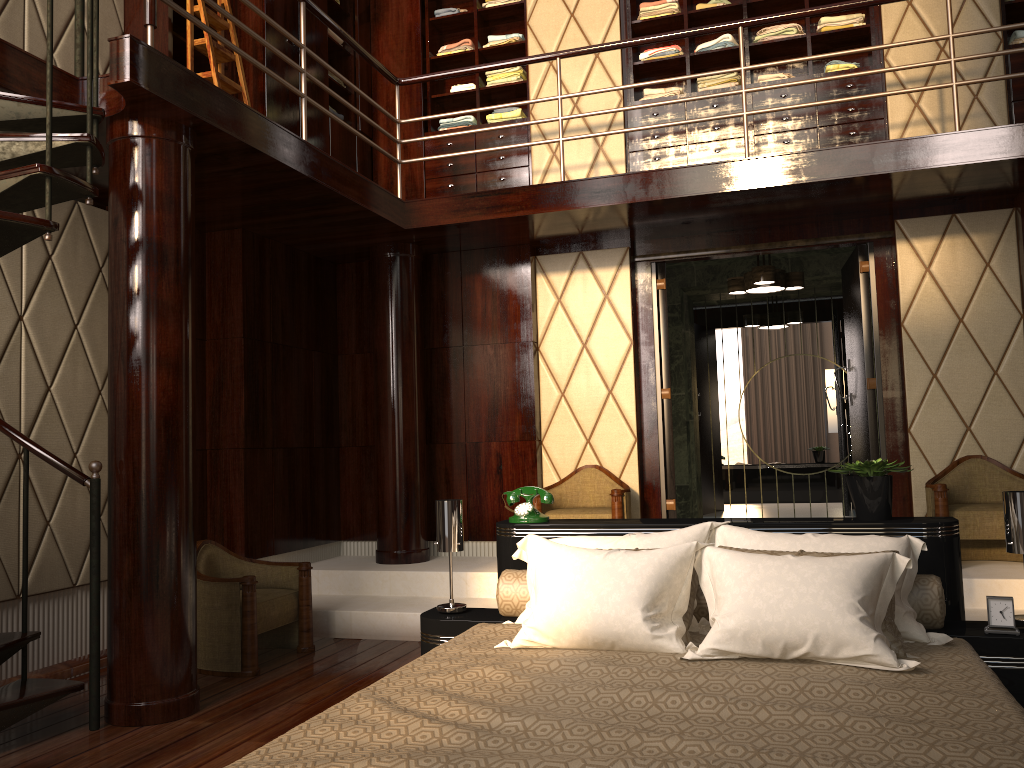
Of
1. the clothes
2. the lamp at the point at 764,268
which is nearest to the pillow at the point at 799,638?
the lamp at the point at 764,268

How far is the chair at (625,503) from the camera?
4.9 meters

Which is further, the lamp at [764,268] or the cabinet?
the lamp at [764,268]

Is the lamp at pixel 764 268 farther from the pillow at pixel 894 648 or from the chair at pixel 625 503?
the pillow at pixel 894 648

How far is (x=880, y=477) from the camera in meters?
2.9 m

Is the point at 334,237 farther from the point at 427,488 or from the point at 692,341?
the point at 692,341

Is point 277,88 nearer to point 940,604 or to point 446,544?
point 446,544

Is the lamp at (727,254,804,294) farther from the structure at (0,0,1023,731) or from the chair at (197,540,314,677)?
the chair at (197,540,314,677)

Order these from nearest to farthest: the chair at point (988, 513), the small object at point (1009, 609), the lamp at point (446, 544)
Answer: the small object at point (1009, 609), the lamp at point (446, 544), the chair at point (988, 513)

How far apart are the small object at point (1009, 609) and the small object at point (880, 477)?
0.43m
